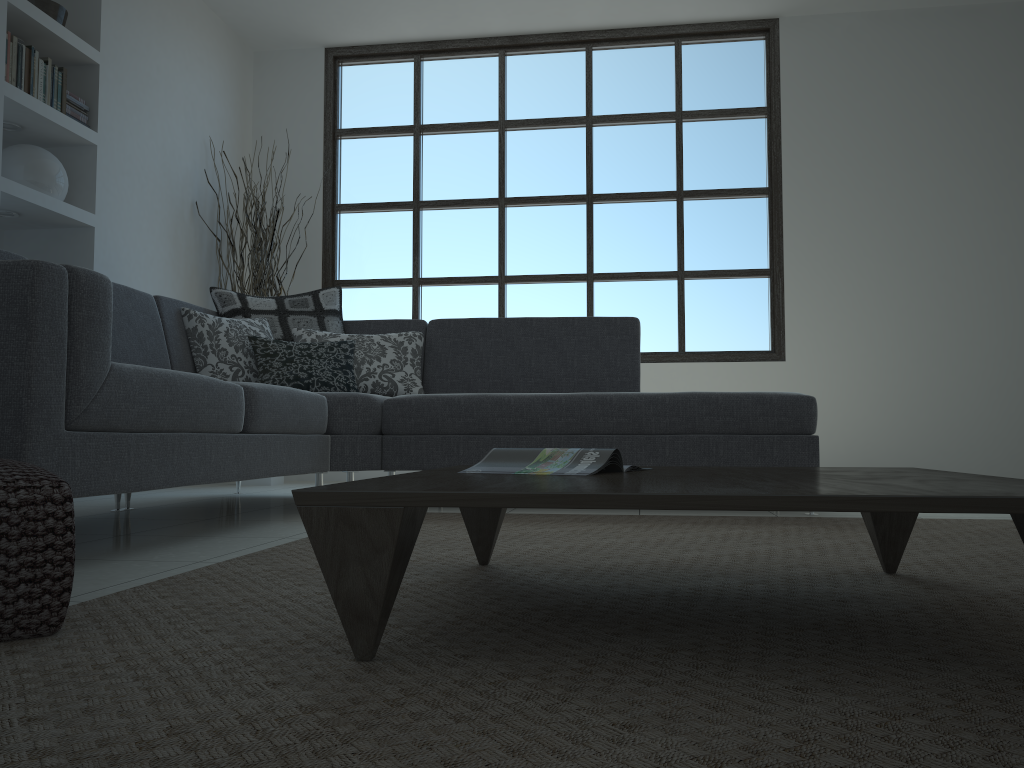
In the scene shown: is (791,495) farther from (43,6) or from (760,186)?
(760,186)

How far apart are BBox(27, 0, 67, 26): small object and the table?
3.69m

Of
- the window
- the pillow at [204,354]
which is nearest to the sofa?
the pillow at [204,354]

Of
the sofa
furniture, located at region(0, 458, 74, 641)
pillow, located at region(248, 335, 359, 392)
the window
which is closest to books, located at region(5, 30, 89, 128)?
the sofa

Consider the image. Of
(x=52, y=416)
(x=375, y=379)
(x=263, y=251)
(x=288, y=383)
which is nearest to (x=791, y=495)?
(x=52, y=416)

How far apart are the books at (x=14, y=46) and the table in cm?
323

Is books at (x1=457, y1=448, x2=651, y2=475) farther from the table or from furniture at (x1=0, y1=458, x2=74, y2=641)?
furniture at (x1=0, y1=458, x2=74, y2=641)

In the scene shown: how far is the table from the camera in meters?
1.0 m

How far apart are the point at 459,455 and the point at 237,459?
1.1m

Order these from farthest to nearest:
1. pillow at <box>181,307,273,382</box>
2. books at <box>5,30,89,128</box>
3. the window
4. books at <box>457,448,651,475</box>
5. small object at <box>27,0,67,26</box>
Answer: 1. the window
2. small object at <box>27,0,67,26</box>
3. books at <box>5,30,89,128</box>
4. pillow at <box>181,307,273,382</box>
5. books at <box>457,448,651,475</box>
